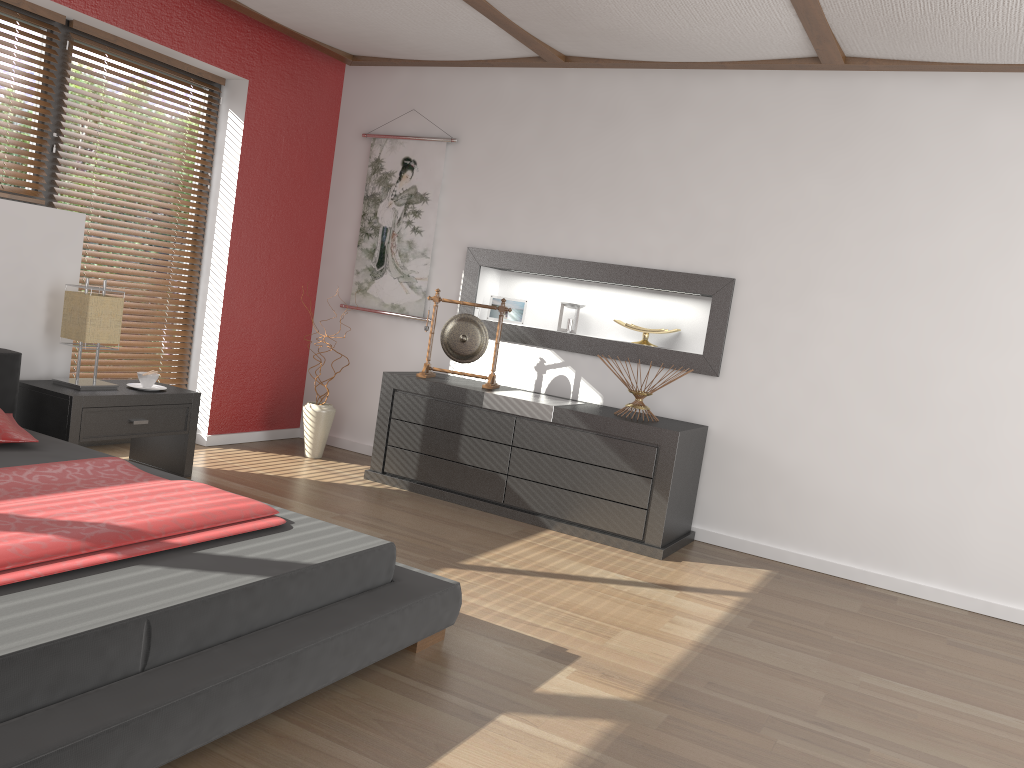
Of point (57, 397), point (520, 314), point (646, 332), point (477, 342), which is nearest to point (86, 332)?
point (57, 397)

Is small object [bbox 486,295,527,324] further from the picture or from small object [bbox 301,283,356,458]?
small object [bbox 301,283,356,458]

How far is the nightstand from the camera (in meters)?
3.78

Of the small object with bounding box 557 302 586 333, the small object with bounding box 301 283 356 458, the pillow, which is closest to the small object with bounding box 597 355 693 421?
the small object with bounding box 557 302 586 333

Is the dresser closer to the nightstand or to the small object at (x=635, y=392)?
the small object at (x=635, y=392)

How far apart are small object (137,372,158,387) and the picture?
1.6 meters

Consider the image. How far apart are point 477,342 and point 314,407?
1.1 meters

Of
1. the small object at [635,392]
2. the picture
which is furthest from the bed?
the picture

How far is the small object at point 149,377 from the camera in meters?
4.2 m

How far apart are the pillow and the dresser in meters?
1.9
